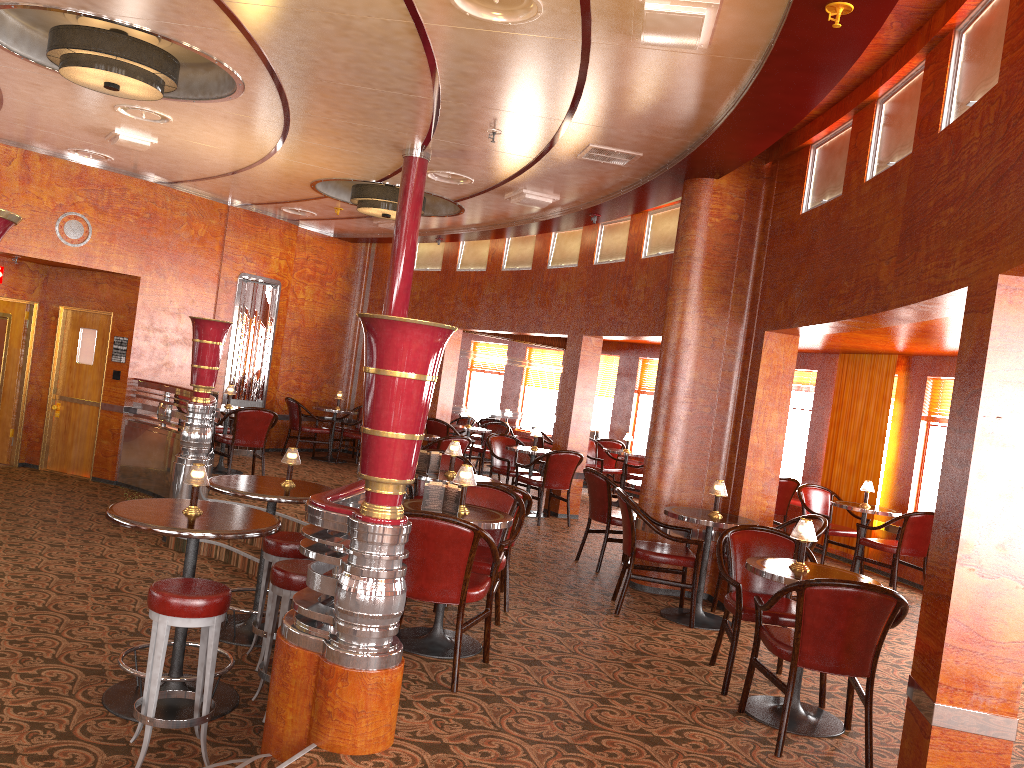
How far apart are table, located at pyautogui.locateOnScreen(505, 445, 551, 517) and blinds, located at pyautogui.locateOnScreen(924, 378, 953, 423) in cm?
395

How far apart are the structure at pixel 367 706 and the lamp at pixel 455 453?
1.49m

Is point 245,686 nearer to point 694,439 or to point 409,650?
point 409,650

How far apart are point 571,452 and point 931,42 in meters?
5.6 m

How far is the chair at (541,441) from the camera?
13.1 meters

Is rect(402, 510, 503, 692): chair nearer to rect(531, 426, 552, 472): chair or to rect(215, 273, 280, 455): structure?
rect(215, 273, 280, 455): structure

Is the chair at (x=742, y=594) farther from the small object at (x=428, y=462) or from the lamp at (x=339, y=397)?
the lamp at (x=339, y=397)

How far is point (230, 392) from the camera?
9.8m

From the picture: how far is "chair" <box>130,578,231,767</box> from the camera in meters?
3.7 m

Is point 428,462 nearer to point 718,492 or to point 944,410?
point 718,492
